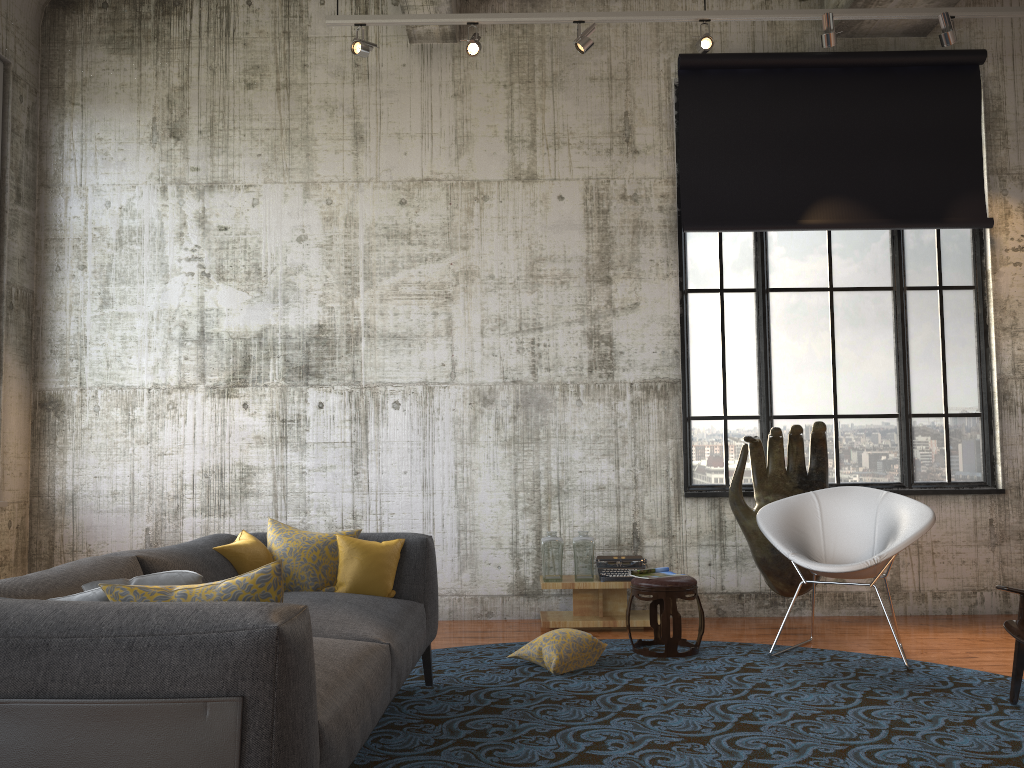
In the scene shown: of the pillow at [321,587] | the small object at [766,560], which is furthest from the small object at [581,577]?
the pillow at [321,587]

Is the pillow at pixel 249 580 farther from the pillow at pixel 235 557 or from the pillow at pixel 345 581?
the pillow at pixel 345 581

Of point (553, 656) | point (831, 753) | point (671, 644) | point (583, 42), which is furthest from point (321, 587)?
point (583, 42)

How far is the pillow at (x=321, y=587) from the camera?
4.3m

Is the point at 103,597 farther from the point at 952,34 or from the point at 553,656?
the point at 952,34

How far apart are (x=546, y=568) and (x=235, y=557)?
2.8 meters

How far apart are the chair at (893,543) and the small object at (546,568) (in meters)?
1.44

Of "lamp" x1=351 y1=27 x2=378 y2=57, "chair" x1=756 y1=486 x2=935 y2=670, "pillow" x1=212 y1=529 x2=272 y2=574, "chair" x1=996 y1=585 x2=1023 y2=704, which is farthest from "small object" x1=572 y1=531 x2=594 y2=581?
"lamp" x1=351 y1=27 x2=378 y2=57

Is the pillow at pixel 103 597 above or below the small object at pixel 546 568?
above

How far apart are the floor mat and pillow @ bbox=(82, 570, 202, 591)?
1.4m
